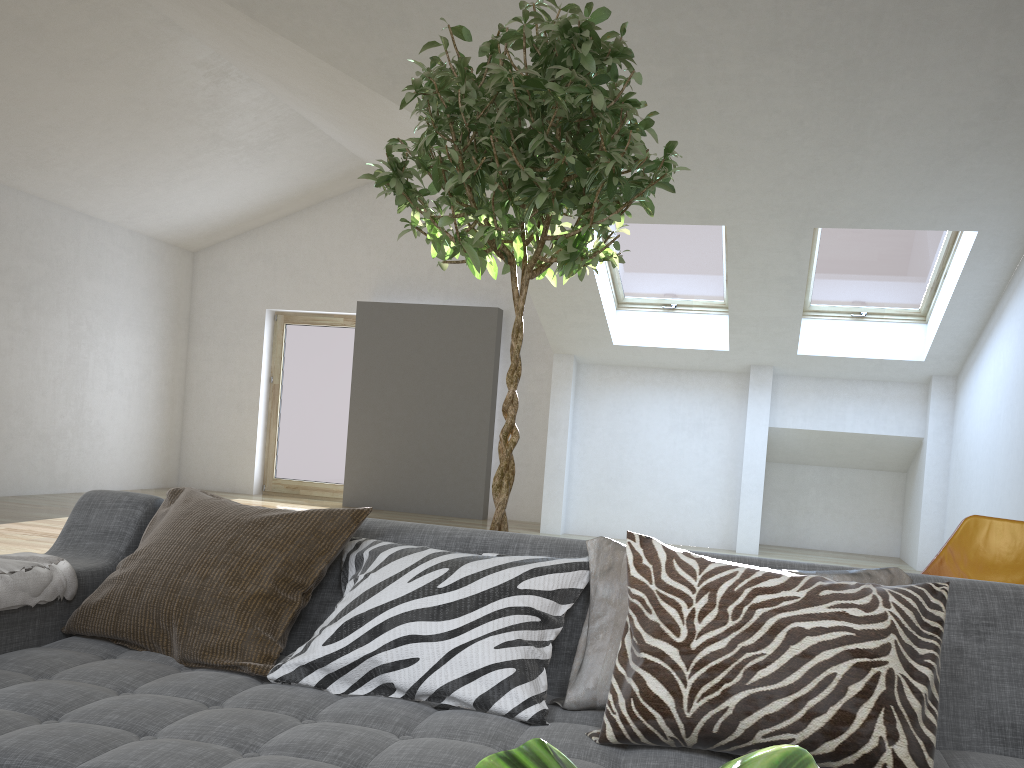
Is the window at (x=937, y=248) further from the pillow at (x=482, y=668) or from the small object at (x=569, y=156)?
the pillow at (x=482, y=668)

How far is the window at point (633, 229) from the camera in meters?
7.1

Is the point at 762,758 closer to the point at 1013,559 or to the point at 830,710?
the point at 830,710

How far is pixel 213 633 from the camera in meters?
1.7

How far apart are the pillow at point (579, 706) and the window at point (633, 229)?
5.5m

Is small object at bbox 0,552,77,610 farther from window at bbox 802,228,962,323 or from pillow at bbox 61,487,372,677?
window at bbox 802,228,962,323

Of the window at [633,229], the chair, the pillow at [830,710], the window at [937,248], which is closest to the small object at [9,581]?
the pillow at [830,710]

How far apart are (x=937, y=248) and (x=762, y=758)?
7.19m

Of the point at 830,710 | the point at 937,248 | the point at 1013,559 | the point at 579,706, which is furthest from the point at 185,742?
the point at 937,248

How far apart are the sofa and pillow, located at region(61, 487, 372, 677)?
0.0 meters
